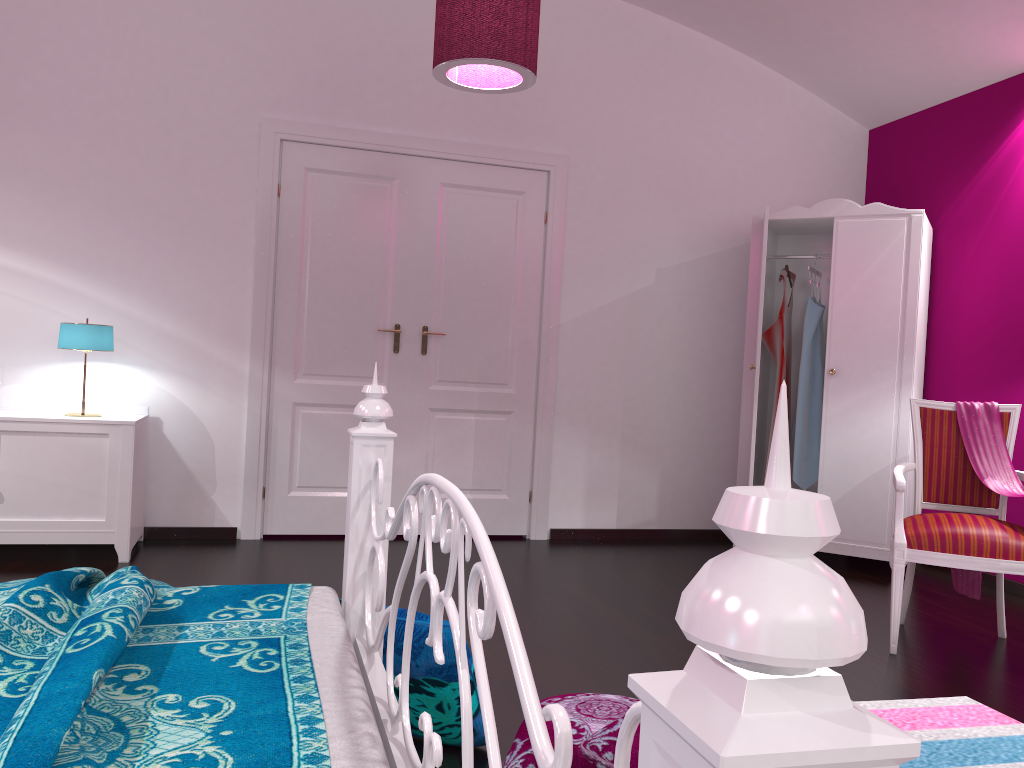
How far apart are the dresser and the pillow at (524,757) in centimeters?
242cm

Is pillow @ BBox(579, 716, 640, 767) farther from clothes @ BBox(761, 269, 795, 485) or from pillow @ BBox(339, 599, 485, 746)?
clothes @ BBox(761, 269, 795, 485)

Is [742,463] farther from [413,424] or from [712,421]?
[413,424]

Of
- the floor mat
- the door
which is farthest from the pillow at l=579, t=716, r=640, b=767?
the door

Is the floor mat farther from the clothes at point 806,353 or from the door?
the door

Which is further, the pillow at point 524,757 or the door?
the door

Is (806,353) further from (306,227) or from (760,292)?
(306,227)

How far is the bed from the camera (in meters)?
0.39

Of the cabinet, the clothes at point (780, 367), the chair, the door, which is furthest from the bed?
the clothes at point (780, 367)

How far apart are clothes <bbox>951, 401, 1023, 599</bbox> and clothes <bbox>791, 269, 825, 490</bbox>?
1.26m
